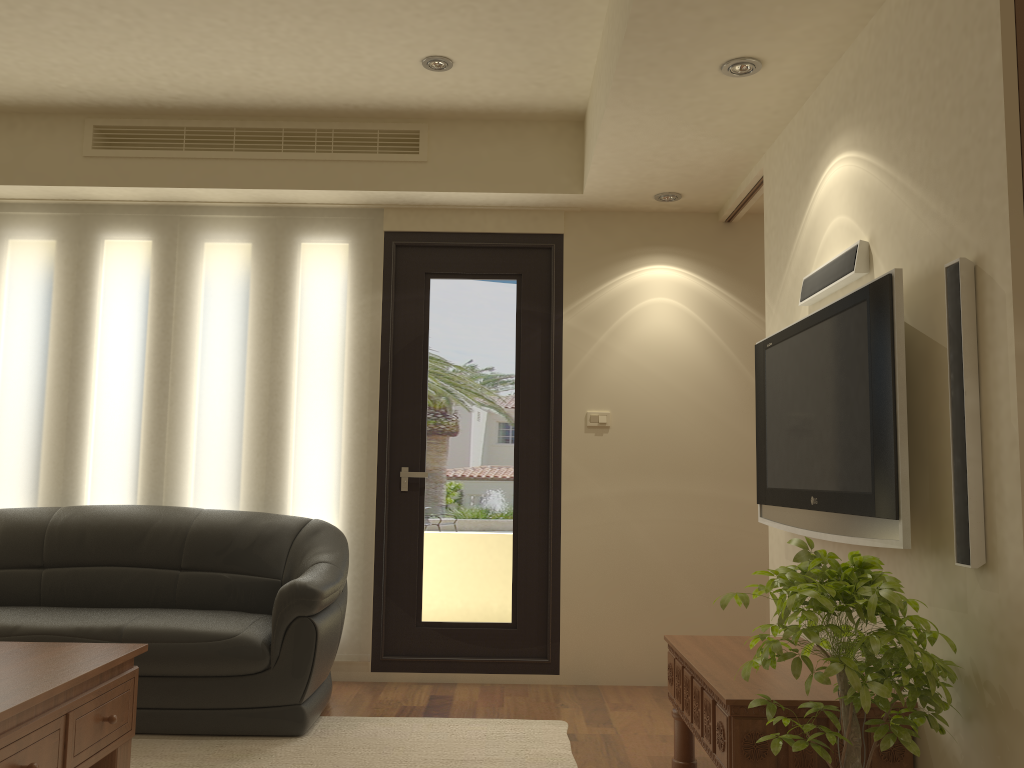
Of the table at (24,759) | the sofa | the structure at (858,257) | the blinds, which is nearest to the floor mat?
the sofa

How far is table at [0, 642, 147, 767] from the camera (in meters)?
2.44

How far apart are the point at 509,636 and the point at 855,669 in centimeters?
294cm

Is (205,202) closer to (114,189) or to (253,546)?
(114,189)

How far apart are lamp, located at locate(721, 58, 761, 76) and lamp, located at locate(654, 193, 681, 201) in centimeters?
143cm

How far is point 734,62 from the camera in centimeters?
318cm

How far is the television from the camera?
2.4m

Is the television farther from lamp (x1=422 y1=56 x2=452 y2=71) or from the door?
lamp (x1=422 y1=56 x2=452 y2=71)

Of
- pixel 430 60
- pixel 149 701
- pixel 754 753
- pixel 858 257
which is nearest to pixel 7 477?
pixel 149 701

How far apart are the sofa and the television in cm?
188
